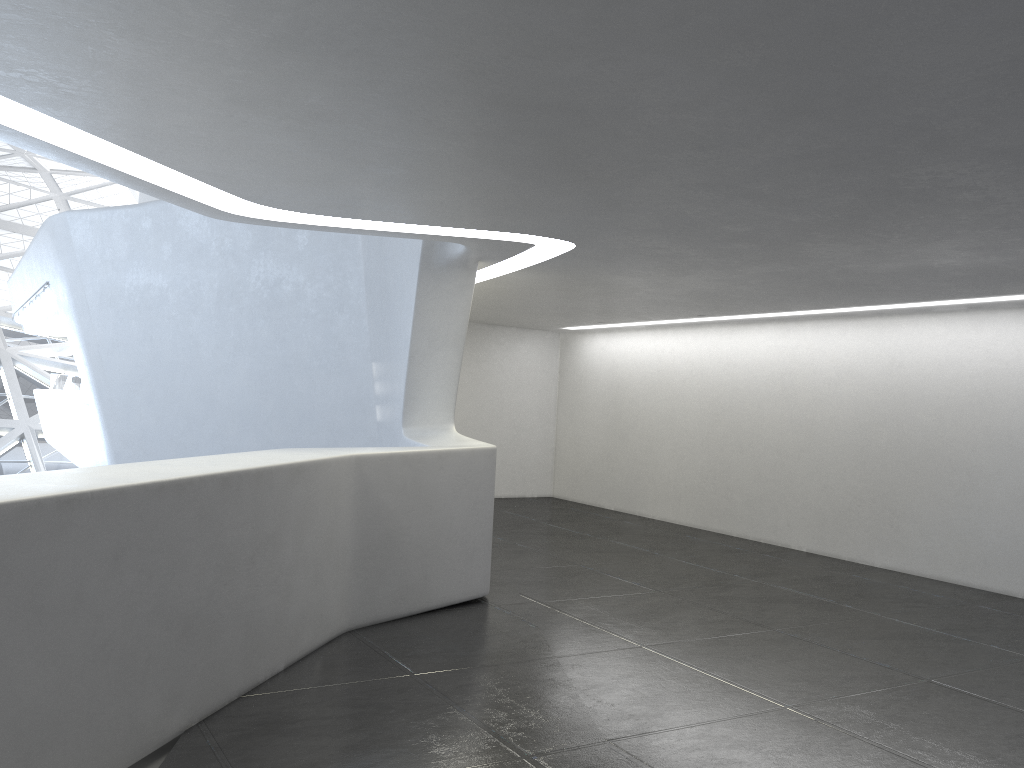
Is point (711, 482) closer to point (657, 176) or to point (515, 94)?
point (657, 176)
